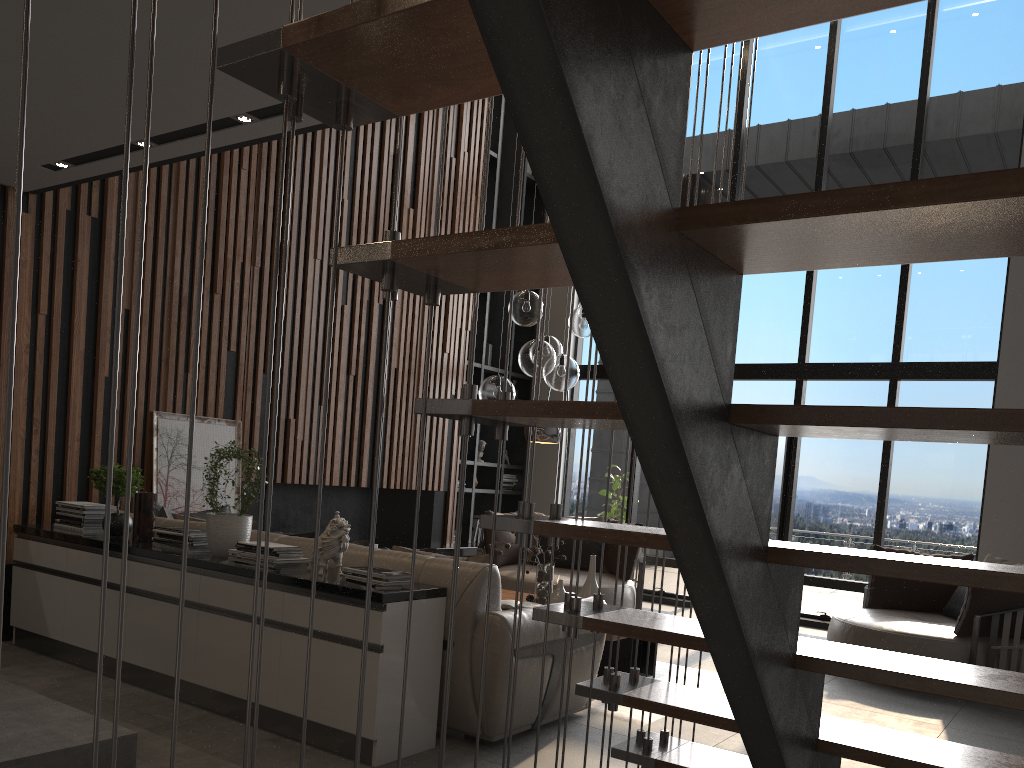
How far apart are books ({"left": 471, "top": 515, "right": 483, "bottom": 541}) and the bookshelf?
0.2 meters

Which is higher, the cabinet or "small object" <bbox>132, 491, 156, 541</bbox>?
"small object" <bbox>132, 491, 156, 541</bbox>

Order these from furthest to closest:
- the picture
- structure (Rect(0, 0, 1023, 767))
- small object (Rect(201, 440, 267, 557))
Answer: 1. the picture
2. small object (Rect(201, 440, 267, 557))
3. structure (Rect(0, 0, 1023, 767))

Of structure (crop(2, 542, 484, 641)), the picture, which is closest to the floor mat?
structure (crop(2, 542, 484, 641))

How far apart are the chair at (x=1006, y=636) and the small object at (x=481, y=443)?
4.2m

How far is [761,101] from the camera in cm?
930

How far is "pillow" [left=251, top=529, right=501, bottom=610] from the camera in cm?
388

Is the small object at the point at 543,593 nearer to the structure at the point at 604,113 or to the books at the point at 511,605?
the books at the point at 511,605

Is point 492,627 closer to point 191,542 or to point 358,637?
point 358,637

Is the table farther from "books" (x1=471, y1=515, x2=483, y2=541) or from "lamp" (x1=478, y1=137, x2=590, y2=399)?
"books" (x1=471, y1=515, x2=483, y2=541)
